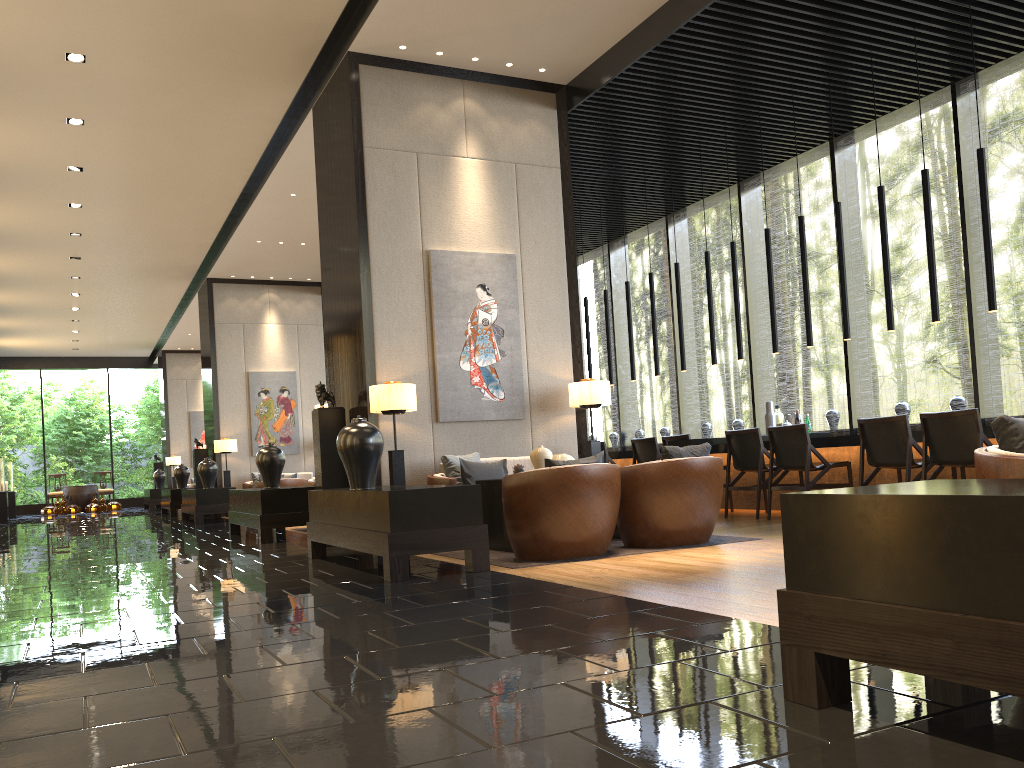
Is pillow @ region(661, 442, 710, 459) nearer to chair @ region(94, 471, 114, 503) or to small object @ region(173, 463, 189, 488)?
small object @ region(173, 463, 189, 488)

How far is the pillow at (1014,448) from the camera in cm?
274

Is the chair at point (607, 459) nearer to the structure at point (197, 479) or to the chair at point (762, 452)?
the chair at point (762, 452)

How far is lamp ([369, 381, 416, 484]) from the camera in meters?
7.0 m

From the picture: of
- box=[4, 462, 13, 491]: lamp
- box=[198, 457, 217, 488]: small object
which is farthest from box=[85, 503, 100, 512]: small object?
box=[198, 457, 217, 488]: small object

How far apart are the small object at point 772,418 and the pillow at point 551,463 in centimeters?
394cm

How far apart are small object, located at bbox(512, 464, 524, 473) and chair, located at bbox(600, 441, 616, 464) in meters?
3.8 m

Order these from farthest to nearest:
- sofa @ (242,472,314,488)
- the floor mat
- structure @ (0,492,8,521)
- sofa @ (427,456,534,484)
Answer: structure @ (0,492,8,521) < sofa @ (242,472,314,488) < sofa @ (427,456,534,484) < the floor mat

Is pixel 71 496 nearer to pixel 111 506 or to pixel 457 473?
pixel 111 506

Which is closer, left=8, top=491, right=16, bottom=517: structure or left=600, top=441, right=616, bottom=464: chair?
left=600, top=441, right=616, bottom=464: chair
